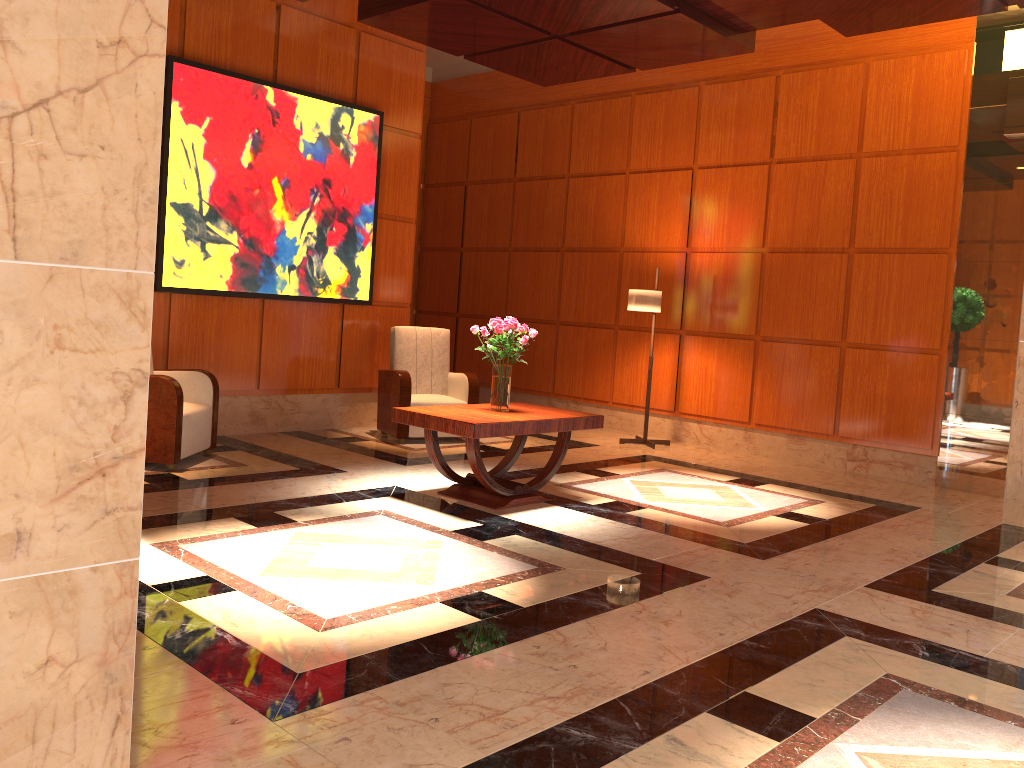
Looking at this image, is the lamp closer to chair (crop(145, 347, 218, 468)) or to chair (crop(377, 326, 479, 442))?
chair (crop(377, 326, 479, 442))

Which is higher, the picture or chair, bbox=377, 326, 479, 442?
the picture

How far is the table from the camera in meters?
5.0 m

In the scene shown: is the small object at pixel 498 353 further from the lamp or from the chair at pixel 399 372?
the lamp

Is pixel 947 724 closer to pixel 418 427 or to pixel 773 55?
pixel 418 427

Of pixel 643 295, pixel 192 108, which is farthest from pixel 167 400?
pixel 643 295

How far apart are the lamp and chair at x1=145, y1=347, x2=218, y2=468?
3.7 meters

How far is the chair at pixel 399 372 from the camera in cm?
740

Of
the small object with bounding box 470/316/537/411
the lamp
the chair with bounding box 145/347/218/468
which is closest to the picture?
the chair with bounding box 145/347/218/468

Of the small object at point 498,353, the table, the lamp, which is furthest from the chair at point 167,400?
the lamp
